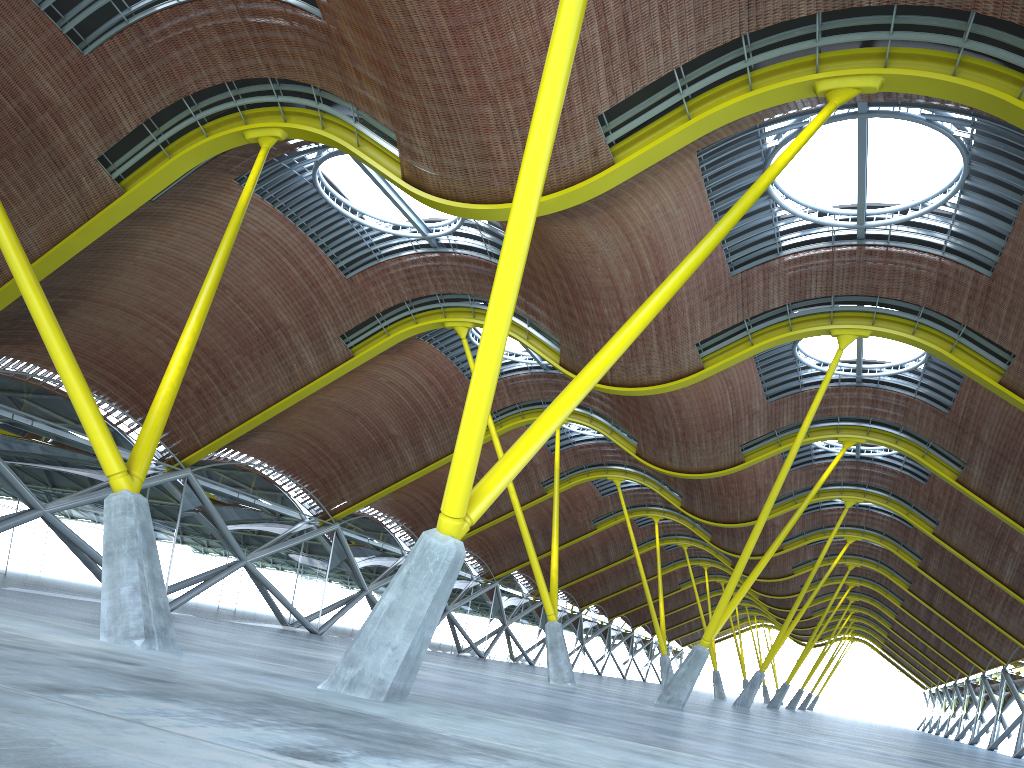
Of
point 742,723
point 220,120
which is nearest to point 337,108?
point 220,120

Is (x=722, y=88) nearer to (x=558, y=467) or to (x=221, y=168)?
(x=221, y=168)
